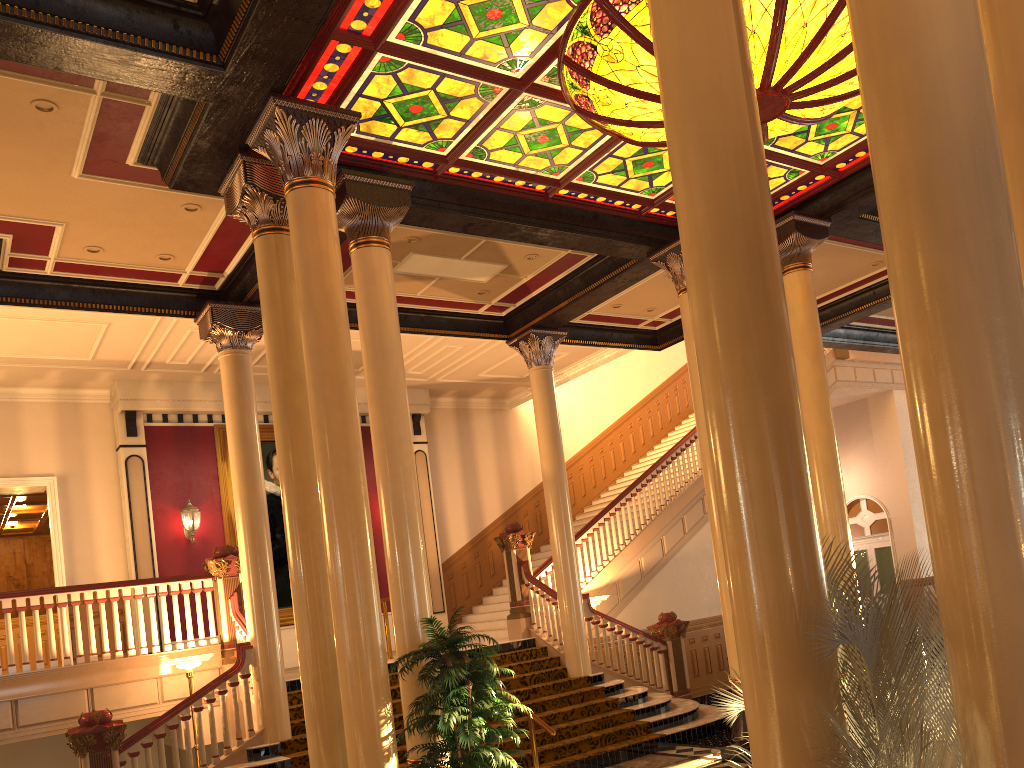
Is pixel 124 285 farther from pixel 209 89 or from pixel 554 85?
pixel 554 85

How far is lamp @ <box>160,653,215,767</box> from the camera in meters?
9.5 m

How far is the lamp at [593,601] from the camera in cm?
1267

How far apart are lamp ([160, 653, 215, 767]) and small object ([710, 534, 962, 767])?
7.5m

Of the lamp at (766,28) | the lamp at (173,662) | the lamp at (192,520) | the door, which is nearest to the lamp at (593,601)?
the lamp at (173,662)

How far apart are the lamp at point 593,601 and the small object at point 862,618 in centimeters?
912cm

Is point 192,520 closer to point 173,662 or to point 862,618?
point 173,662

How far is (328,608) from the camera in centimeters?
684cm

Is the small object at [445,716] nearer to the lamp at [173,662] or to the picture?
the lamp at [173,662]

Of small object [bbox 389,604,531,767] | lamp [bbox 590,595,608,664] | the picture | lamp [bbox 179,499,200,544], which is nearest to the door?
lamp [bbox 590,595,608,664]
